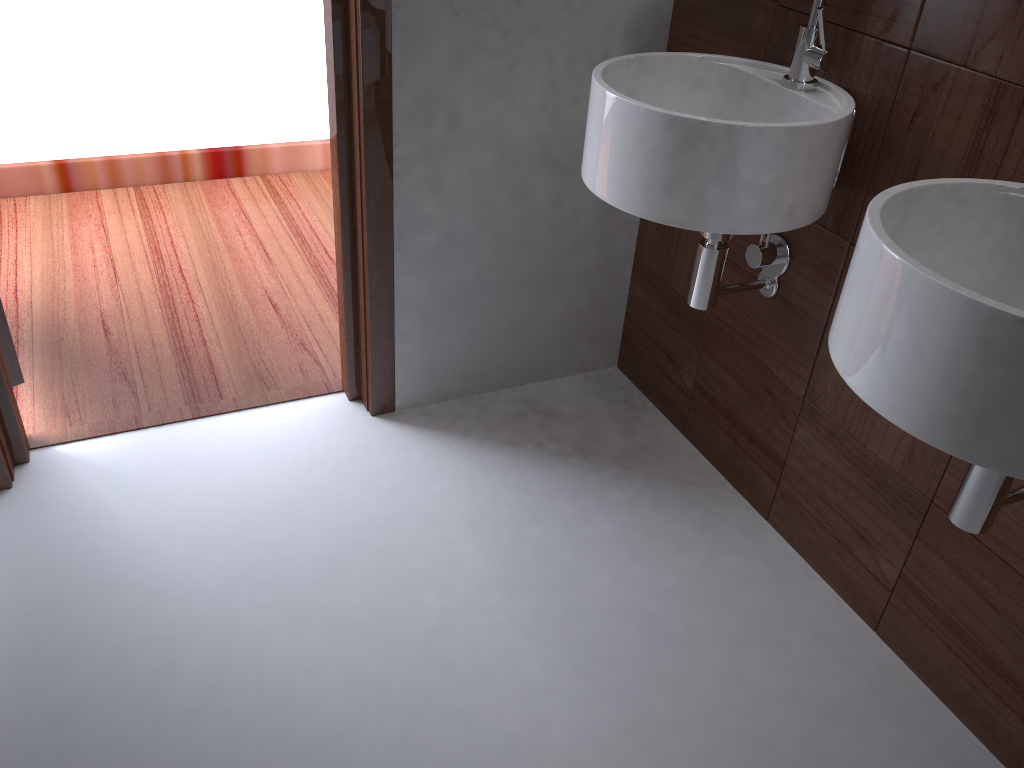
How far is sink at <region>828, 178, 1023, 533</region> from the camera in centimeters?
85cm

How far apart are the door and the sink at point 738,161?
1.2 meters

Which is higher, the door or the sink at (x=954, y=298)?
the sink at (x=954, y=298)

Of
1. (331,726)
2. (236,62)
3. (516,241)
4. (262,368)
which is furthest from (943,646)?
(236,62)

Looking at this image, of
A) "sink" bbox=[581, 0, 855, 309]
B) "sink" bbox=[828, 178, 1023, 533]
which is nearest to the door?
"sink" bbox=[581, 0, 855, 309]

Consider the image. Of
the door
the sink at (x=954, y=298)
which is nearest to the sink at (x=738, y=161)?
the sink at (x=954, y=298)

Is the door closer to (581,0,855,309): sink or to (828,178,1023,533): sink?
(581,0,855,309): sink

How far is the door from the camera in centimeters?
179cm

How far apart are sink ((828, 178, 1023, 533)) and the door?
1.58m

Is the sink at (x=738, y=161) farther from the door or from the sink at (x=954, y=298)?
the door
